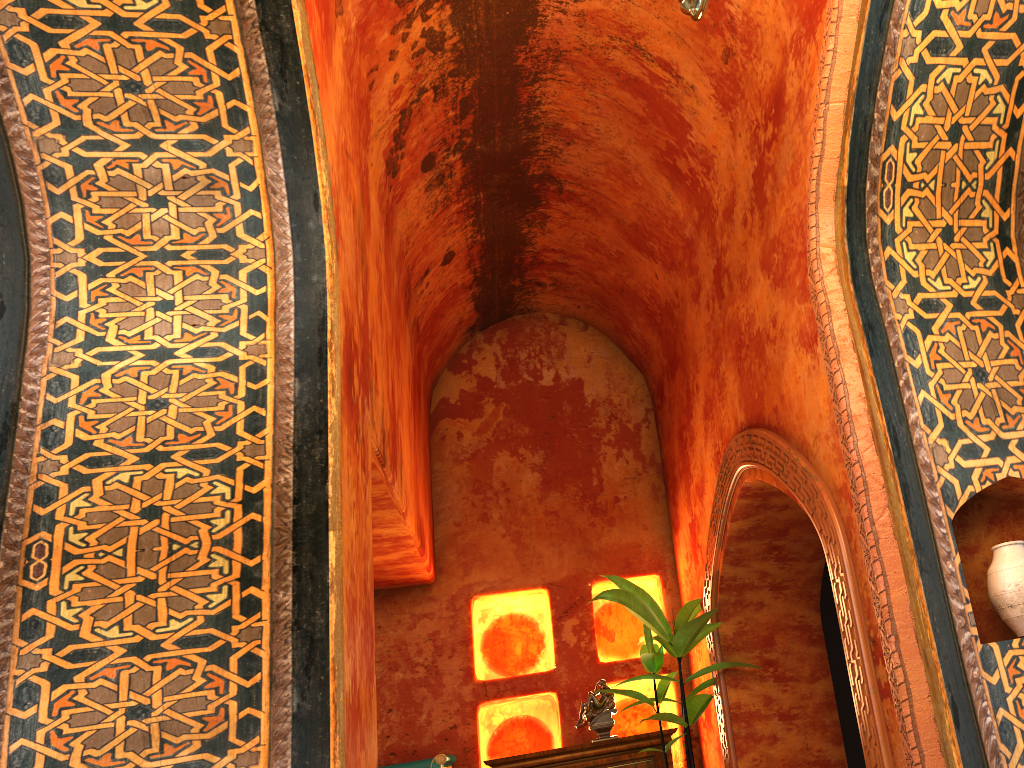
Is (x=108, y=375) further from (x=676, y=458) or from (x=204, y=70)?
(x=676, y=458)

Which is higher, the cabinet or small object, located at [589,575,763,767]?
small object, located at [589,575,763,767]

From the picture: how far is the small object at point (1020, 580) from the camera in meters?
3.2

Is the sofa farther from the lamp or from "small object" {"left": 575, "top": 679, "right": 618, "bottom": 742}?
the lamp

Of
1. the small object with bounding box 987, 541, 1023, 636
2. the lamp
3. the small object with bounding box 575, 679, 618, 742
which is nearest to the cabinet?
the small object with bounding box 575, 679, 618, 742

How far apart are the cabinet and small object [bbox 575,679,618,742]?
0.2m

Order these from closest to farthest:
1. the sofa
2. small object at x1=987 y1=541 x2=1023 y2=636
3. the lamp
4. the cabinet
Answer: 1. the lamp
2. small object at x1=987 y1=541 x2=1023 y2=636
3. the sofa
4. the cabinet

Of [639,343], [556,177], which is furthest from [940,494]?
[639,343]

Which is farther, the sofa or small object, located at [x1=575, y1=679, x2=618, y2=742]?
small object, located at [x1=575, y1=679, x2=618, y2=742]

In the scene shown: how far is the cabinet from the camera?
6.3 meters
